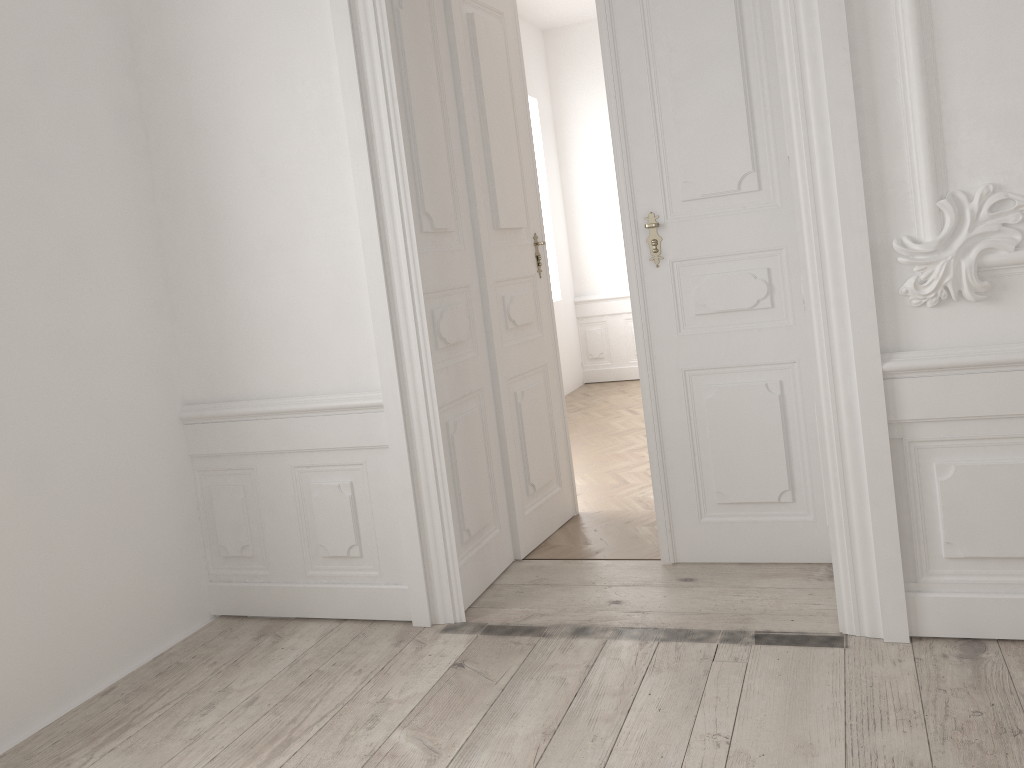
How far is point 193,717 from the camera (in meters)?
2.63
